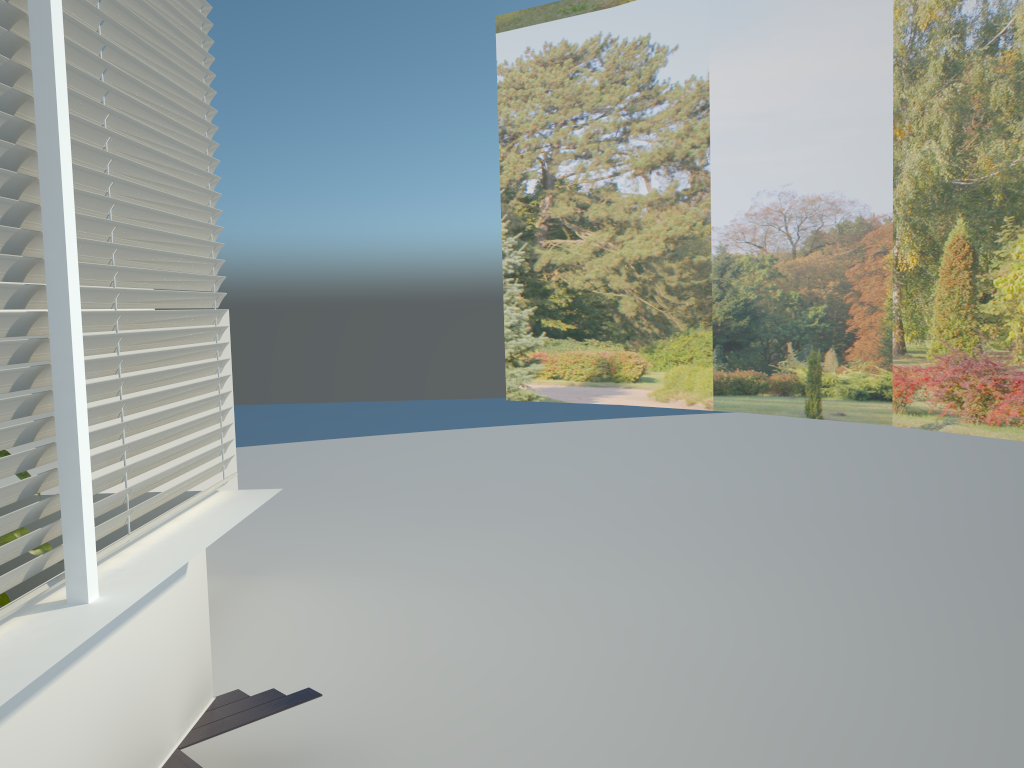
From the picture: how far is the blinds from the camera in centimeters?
194cm

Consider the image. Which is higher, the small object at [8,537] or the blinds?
the blinds

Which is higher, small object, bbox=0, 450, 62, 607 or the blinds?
the blinds

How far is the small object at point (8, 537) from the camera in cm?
260

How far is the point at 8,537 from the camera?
2.6 meters

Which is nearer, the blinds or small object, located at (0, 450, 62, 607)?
the blinds

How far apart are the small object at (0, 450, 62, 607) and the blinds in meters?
0.4 m

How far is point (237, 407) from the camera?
16.4 meters

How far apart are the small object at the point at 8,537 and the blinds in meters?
0.4

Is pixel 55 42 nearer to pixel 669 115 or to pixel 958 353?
pixel 958 353
